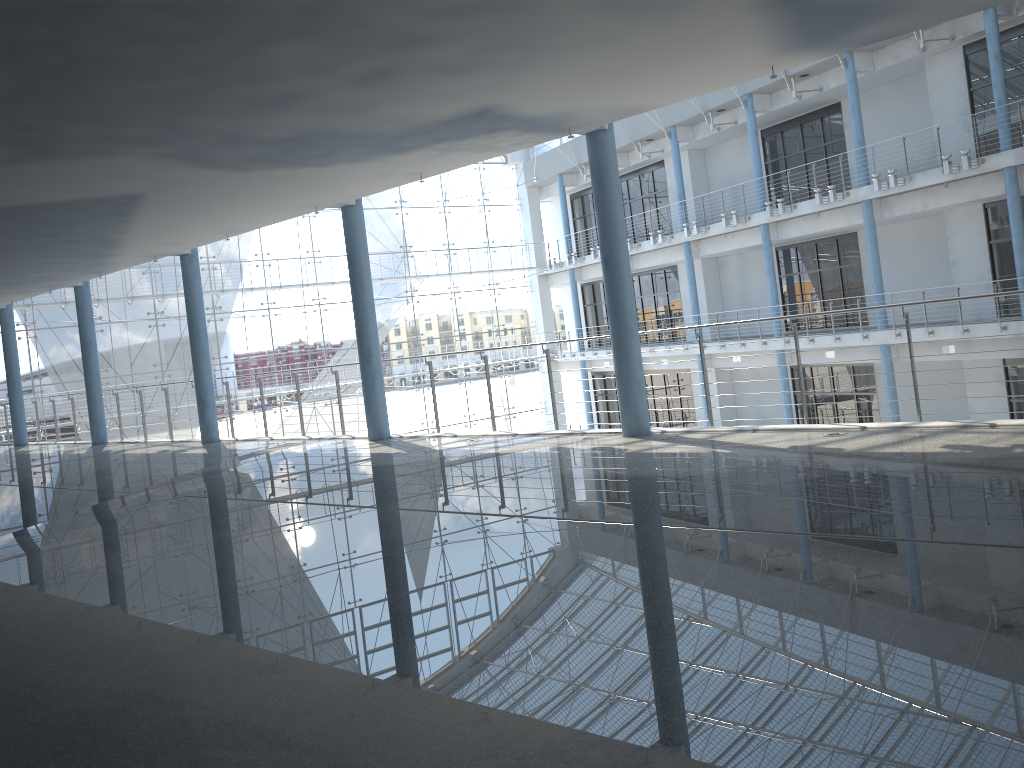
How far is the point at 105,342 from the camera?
3.98m

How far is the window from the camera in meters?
4.0

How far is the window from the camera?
4.0 meters
